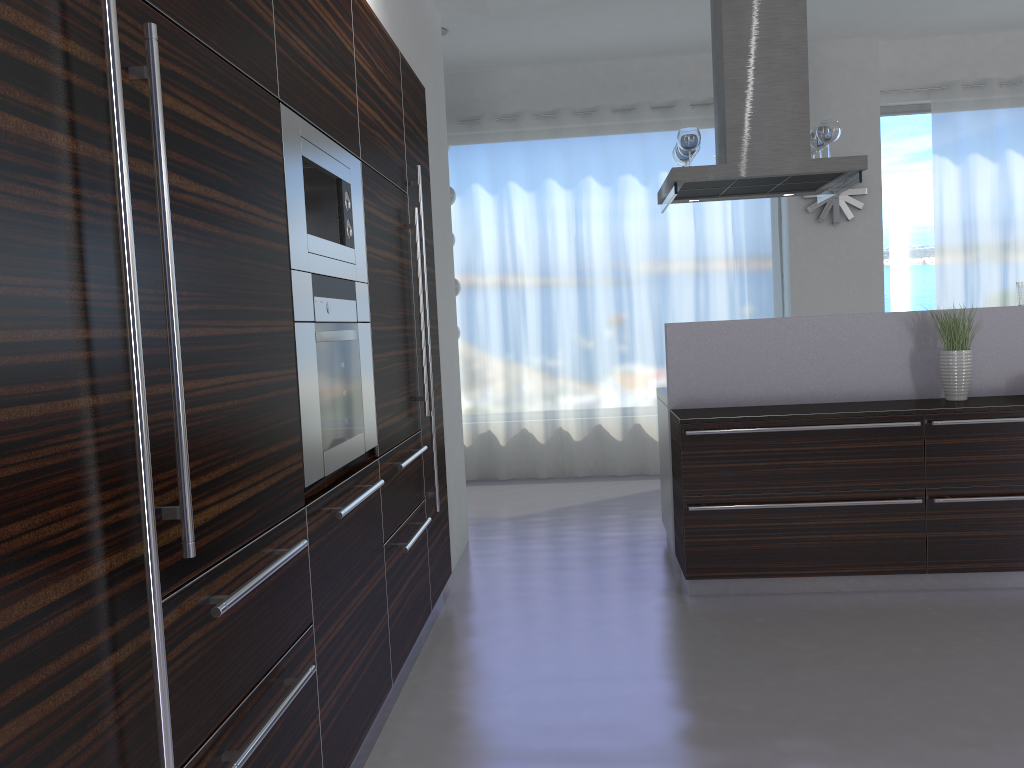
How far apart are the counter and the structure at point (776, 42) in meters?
0.7 m

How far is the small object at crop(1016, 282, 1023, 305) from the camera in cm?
445

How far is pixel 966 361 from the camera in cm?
427

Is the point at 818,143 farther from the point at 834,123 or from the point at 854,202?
the point at 854,202

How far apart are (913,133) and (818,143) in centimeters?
320cm

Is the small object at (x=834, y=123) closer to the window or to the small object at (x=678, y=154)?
the small object at (x=678, y=154)

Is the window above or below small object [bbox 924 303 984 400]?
above

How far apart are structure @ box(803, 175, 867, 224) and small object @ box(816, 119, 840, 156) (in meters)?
2.63

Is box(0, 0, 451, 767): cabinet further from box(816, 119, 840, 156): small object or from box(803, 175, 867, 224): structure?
box(803, 175, 867, 224): structure

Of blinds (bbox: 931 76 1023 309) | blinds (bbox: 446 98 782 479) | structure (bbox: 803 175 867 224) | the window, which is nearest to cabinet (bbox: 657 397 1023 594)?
blinds (bbox: 446 98 782 479)
